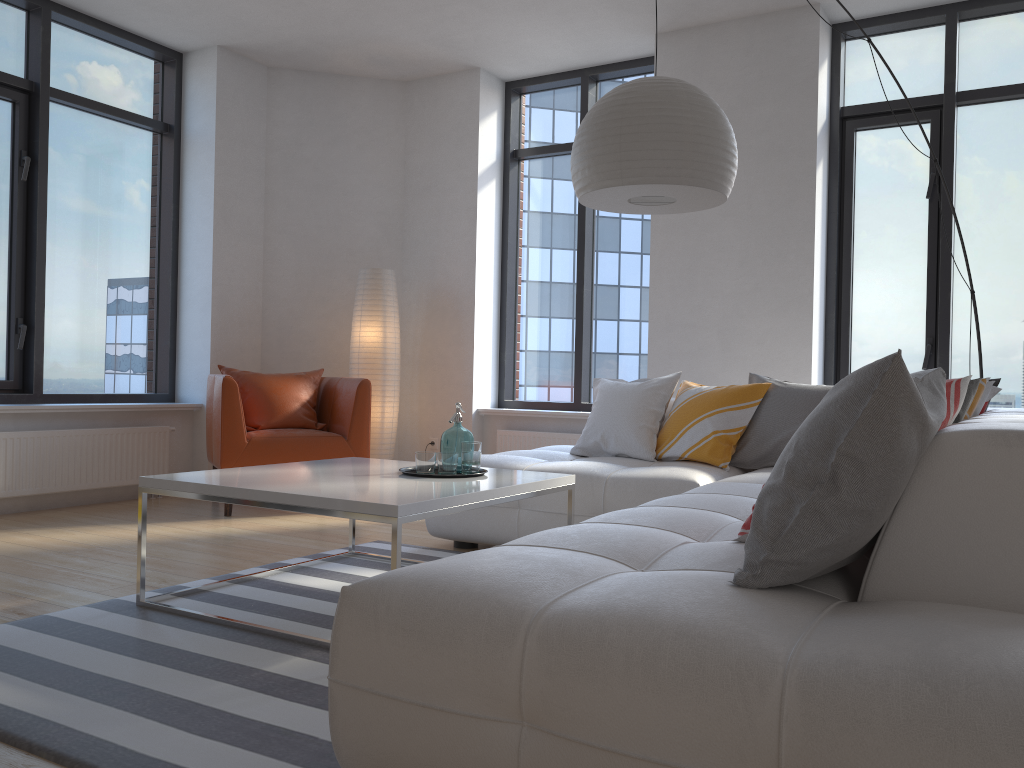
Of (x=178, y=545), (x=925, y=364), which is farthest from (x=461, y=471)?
(x=925, y=364)

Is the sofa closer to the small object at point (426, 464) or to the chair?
the small object at point (426, 464)

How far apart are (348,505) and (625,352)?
3.9m

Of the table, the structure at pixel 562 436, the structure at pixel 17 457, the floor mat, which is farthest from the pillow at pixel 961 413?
the structure at pixel 17 457

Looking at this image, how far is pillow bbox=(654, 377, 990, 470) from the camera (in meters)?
4.04

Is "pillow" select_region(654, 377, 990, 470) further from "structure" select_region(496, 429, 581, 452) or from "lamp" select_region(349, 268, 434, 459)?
"lamp" select_region(349, 268, 434, 459)

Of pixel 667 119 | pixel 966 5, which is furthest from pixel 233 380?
pixel 966 5

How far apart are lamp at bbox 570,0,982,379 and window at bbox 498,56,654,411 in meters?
2.6

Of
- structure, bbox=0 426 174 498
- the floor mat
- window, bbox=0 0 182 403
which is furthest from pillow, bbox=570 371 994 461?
window, bbox=0 0 182 403

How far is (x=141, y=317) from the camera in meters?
6.0
